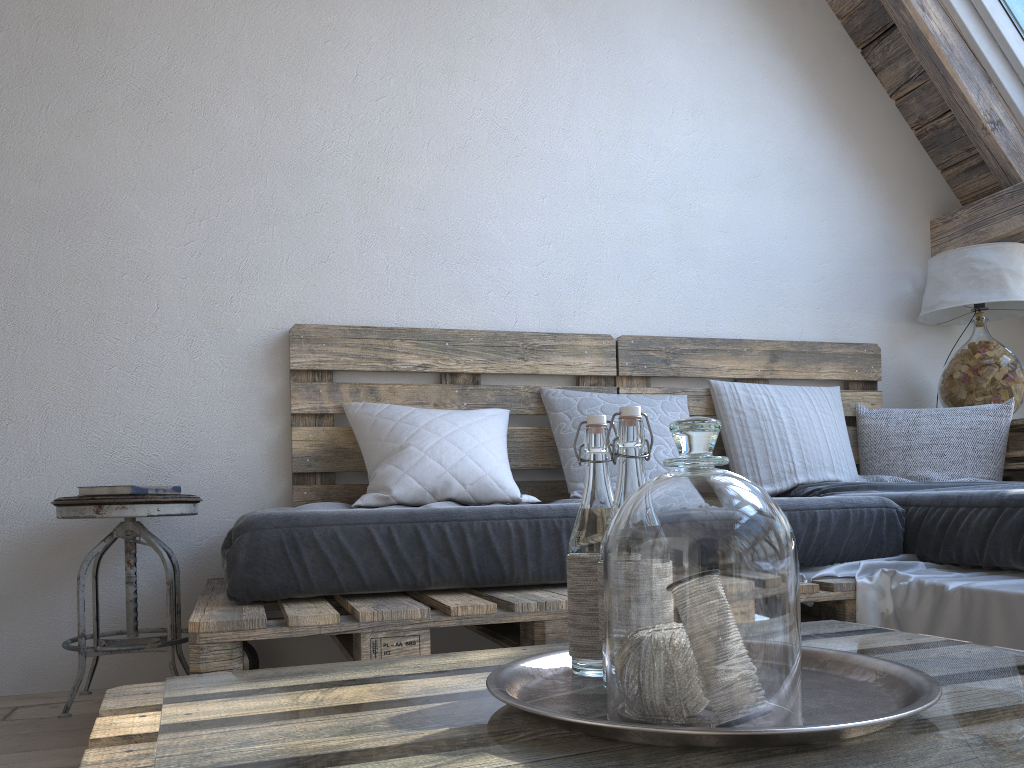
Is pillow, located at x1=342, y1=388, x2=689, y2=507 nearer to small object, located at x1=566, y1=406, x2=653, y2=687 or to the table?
the table

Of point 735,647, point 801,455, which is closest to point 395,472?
point 801,455

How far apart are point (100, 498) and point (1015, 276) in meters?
2.8

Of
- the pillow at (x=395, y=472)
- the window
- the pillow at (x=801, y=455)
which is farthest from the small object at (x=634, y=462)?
the window

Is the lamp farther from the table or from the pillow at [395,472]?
the pillow at [395,472]

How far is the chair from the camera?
2.05m

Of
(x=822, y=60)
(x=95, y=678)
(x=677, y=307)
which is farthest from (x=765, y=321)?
(x=95, y=678)

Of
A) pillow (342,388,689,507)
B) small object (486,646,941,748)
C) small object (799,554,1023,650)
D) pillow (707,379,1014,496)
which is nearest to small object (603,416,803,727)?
small object (486,646,941,748)

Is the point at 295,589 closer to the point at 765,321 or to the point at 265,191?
the point at 265,191

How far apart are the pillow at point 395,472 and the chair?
0.41m
